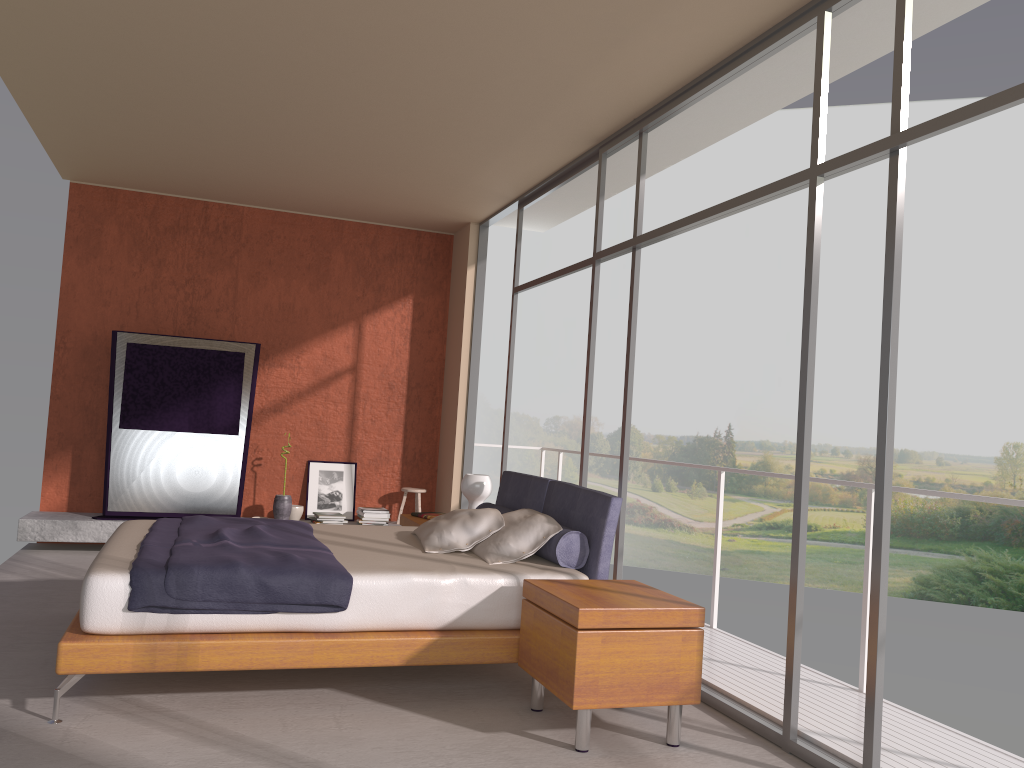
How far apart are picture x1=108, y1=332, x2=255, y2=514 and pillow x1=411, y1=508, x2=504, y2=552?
3.2m

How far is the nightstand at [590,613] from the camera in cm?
343

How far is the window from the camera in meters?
3.2

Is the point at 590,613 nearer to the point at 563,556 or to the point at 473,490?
the point at 563,556

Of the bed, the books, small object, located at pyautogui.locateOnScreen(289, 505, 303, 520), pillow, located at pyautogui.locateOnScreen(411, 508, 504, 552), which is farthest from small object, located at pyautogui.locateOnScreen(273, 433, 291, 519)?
pillow, located at pyautogui.locateOnScreen(411, 508, 504, 552)

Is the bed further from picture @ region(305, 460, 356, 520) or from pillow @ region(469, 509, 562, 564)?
picture @ region(305, 460, 356, 520)

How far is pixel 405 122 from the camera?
5.70m

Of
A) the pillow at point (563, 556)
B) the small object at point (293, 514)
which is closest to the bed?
the pillow at point (563, 556)

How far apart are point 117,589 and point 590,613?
1.89m

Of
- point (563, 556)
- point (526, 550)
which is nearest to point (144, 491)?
point (526, 550)
